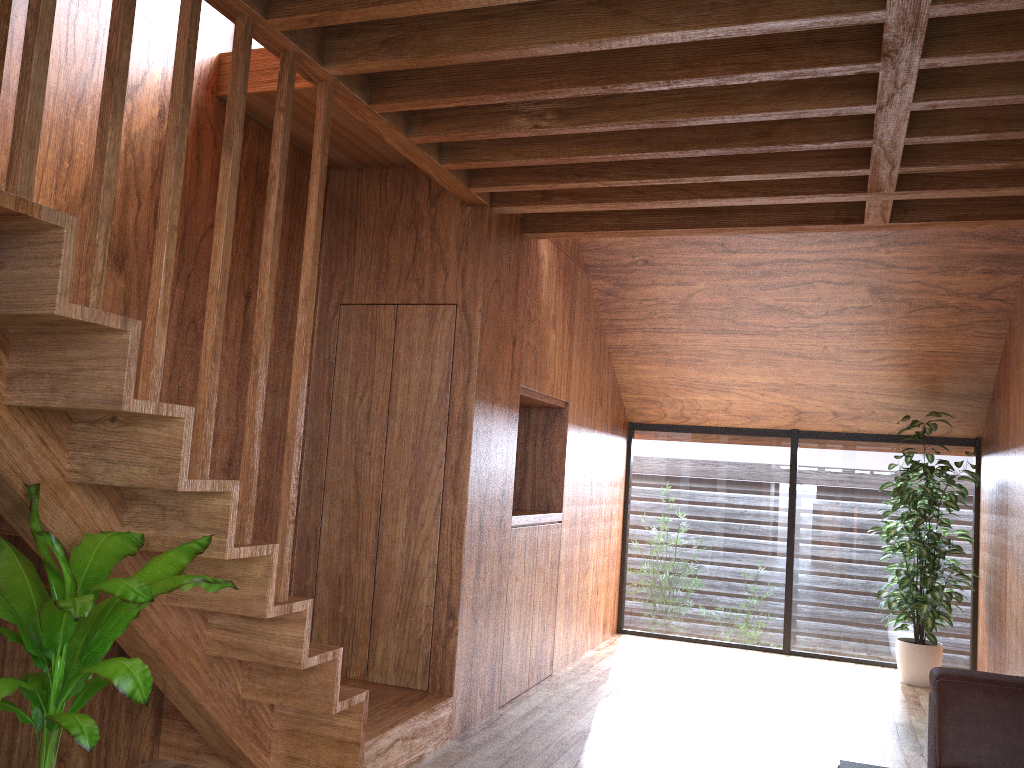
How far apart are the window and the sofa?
3.1m

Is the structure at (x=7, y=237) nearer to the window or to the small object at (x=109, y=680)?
the small object at (x=109, y=680)

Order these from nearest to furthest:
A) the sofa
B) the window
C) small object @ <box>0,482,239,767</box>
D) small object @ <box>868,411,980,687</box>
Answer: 1. small object @ <box>0,482,239,767</box>
2. the sofa
3. small object @ <box>868,411,980,687</box>
4. the window

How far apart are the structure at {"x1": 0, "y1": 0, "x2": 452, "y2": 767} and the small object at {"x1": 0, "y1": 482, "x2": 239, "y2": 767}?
0.0 meters

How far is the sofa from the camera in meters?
2.7 m

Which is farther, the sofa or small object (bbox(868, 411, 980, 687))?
small object (bbox(868, 411, 980, 687))

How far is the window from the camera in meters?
6.0 m

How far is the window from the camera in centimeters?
600cm

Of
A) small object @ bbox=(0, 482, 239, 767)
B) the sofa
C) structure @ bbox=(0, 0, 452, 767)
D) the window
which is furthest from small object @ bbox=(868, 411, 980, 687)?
small object @ bbox=(0, 482, 239, 767)

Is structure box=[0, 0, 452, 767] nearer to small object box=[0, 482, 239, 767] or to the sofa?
small object box=[0, 482, 239, 767]
